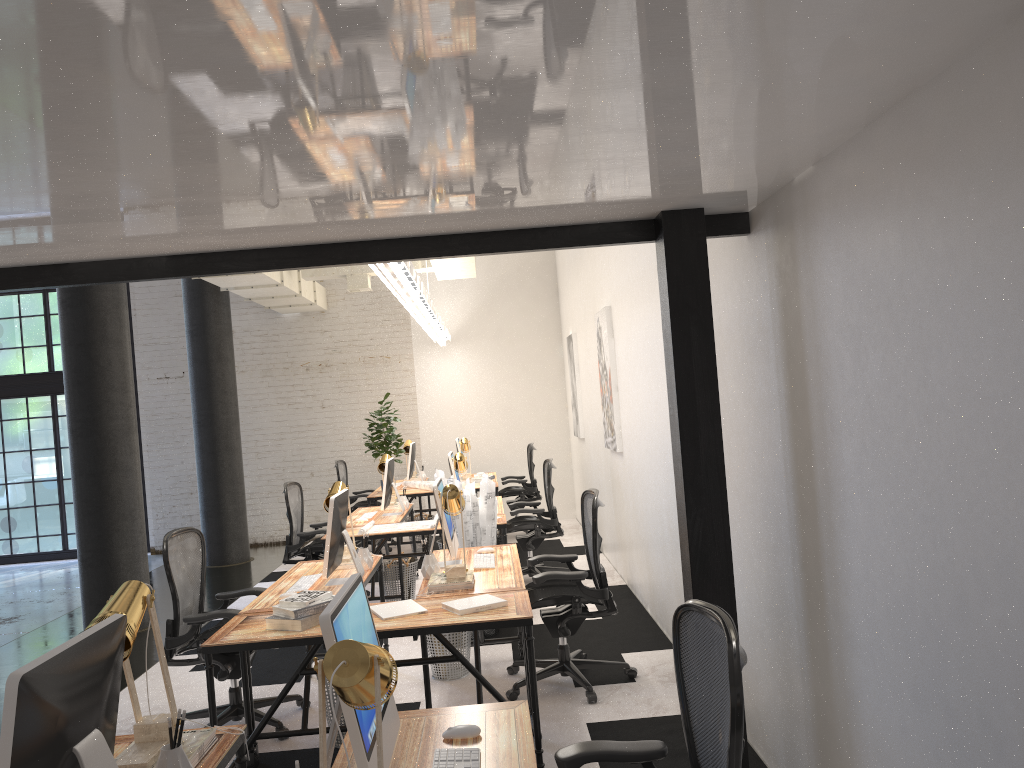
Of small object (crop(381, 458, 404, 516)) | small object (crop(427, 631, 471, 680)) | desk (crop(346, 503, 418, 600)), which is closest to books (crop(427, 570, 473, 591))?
small object (crop(427, 631, 471, 680))

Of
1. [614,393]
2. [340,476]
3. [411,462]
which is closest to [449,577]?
[614,393]

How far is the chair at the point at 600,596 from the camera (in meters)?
4.77

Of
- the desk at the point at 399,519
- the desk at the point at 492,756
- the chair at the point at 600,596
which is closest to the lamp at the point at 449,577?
the chair at the point at 600,596

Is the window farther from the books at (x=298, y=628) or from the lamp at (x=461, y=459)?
the books at (x=298, y=628)

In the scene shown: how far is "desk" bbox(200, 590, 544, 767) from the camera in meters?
3.7 m

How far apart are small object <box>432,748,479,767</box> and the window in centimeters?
1114cm

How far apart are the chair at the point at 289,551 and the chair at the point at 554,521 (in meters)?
1.61

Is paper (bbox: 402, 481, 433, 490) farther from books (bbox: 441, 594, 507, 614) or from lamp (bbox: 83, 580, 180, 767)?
lamp (bbox: 83, 580, 180, 767)

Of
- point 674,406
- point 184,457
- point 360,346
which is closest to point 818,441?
point 674,406
